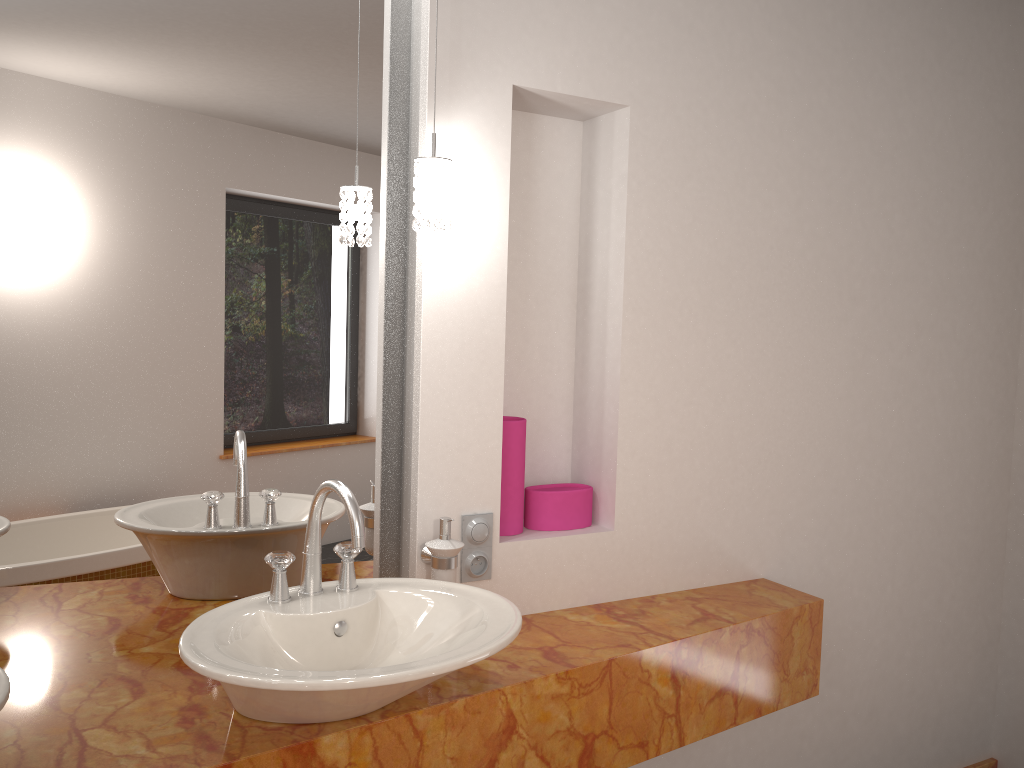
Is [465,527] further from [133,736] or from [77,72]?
[77,72]

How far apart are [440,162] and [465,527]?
0.7m

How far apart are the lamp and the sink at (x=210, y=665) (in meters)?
0.50

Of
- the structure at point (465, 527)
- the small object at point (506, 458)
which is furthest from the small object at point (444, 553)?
the small object at point (506, 458)

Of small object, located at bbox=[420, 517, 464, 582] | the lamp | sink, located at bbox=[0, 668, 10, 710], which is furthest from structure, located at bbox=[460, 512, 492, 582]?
sink, located at bbox=[0, 668, 10, 710]

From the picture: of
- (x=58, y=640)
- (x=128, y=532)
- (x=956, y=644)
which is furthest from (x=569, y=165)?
(x=956, y=644)

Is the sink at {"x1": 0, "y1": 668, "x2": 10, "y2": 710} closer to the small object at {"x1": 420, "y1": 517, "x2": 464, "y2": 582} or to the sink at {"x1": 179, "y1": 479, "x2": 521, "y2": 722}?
the sink at {"x1": 179, "y1": 479, "x2": 521, "y2": 722}

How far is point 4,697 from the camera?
1.1 meters

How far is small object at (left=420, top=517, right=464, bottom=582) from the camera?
1.7m

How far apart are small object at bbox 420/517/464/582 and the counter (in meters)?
0.17
